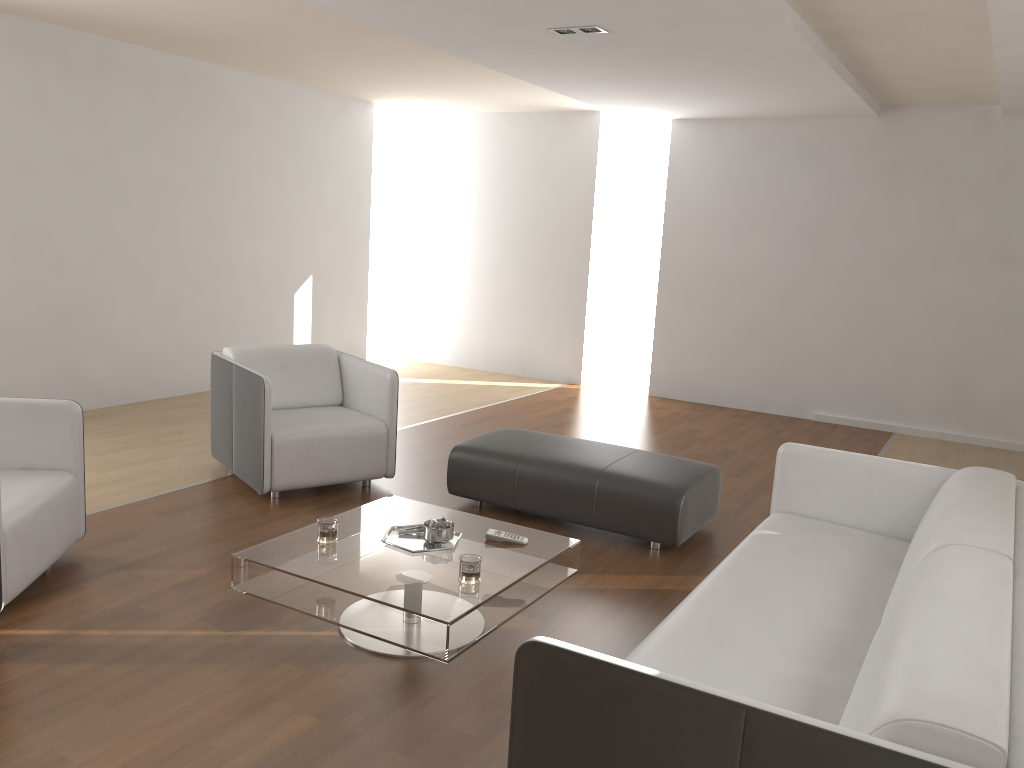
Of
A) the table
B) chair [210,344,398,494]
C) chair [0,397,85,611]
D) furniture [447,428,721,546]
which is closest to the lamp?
chair [210,344,398,494]

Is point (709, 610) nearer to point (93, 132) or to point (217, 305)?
point (93, 132)

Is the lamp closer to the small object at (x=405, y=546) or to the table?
the table

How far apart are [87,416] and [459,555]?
4.1m

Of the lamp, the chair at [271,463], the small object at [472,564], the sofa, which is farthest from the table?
the lamp

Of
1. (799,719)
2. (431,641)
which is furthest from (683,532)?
(799,719)

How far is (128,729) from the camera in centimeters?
250cm

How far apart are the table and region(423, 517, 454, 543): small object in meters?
0.0

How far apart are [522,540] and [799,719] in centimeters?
186cm

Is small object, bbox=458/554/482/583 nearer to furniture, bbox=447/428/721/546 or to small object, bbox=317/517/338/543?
small object, bbox=317/517/338/543
